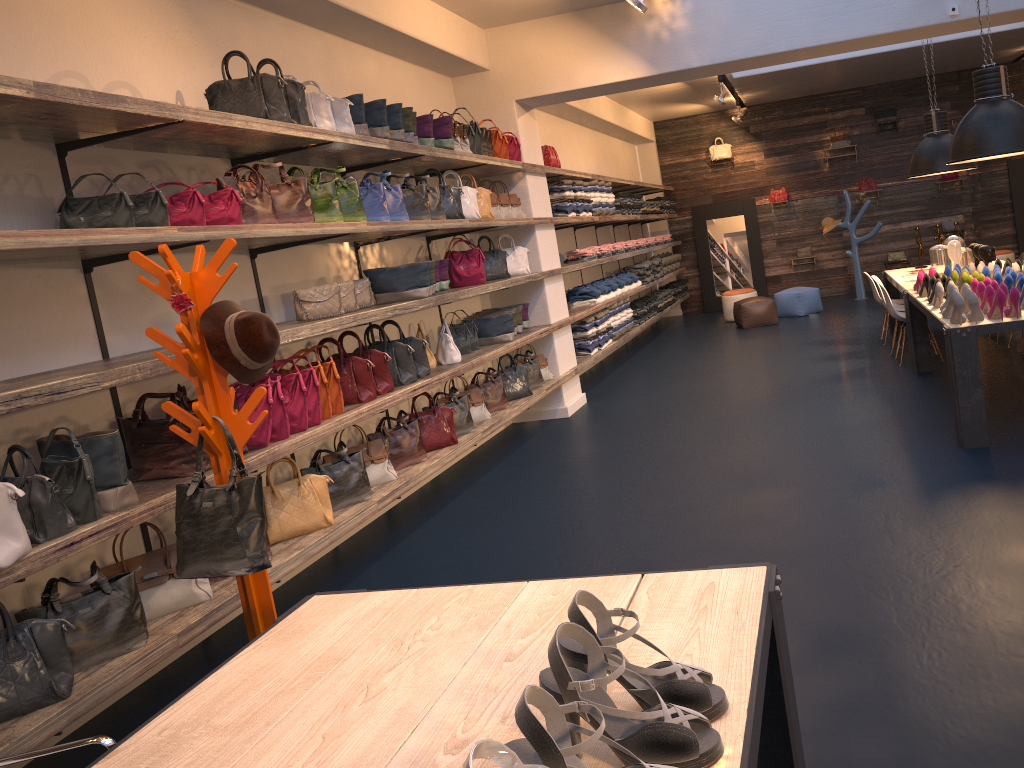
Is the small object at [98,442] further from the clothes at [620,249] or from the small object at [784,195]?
the small object at [784,195]

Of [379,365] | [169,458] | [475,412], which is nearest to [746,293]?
[475,412]

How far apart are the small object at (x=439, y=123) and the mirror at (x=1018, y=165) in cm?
1120

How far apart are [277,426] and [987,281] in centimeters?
442cm

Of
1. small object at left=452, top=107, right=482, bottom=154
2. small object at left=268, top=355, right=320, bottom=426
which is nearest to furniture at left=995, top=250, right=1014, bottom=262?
small object at left=452, top=107, right=482, bottom=154

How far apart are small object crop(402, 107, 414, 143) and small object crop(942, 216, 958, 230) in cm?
1128

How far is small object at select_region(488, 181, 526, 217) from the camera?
7.63m

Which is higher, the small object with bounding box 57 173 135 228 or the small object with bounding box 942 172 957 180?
the small object with bounding box 57 173 135 228

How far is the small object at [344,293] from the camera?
5.0 meters

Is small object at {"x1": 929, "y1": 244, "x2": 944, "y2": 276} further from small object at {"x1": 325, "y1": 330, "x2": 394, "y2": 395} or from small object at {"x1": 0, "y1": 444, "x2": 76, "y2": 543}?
small object at {"x1": 0, "y1": 444, "x2": 76, "y2": 543}
